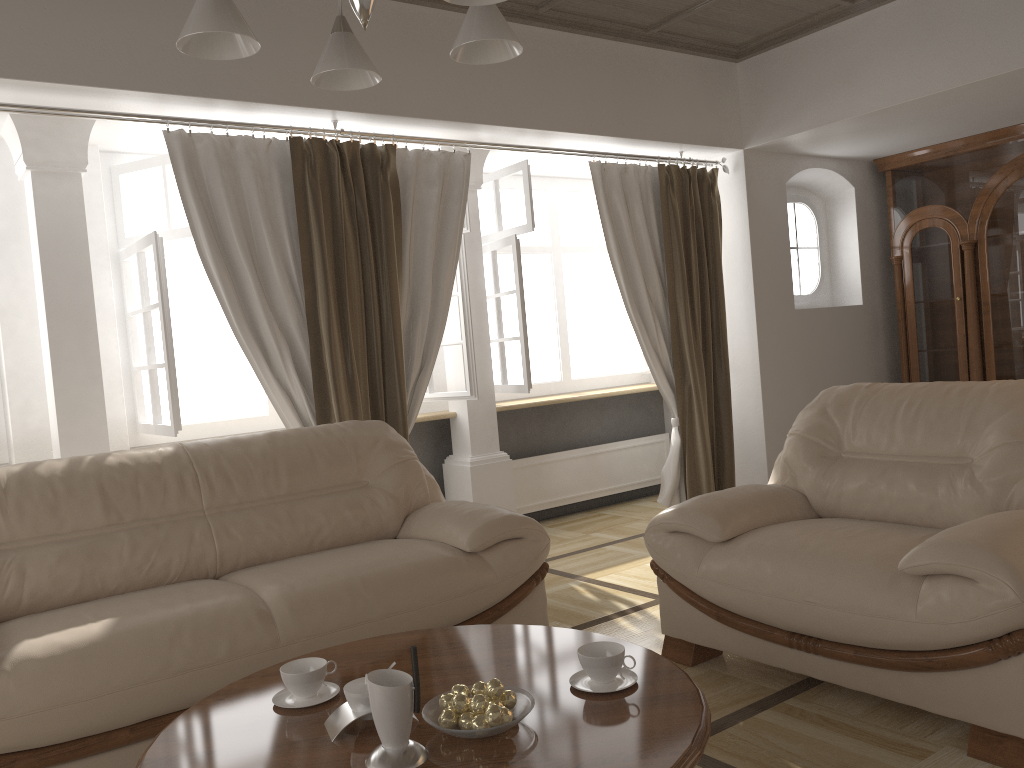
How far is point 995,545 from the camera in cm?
223

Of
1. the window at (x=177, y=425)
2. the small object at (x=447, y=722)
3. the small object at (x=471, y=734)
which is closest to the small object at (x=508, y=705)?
the small object at (x=471, y=734)

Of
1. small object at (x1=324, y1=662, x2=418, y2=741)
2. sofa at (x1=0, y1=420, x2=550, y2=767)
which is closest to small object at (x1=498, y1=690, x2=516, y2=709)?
small object at (x1=324, y1=662, x2=418, y2=741)

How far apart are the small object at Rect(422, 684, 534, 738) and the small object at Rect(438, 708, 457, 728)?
0.02m

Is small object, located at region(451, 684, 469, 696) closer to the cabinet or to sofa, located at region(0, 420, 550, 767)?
sofa, located at region(0, 420, 550, 767)

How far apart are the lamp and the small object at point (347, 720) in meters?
1.3

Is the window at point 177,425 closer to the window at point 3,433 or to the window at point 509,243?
→ the window at point 509,243

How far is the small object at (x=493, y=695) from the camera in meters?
1.8 m

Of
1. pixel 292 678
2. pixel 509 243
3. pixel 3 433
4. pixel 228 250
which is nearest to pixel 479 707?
pixel 292 678

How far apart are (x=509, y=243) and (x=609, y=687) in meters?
3.6 m
